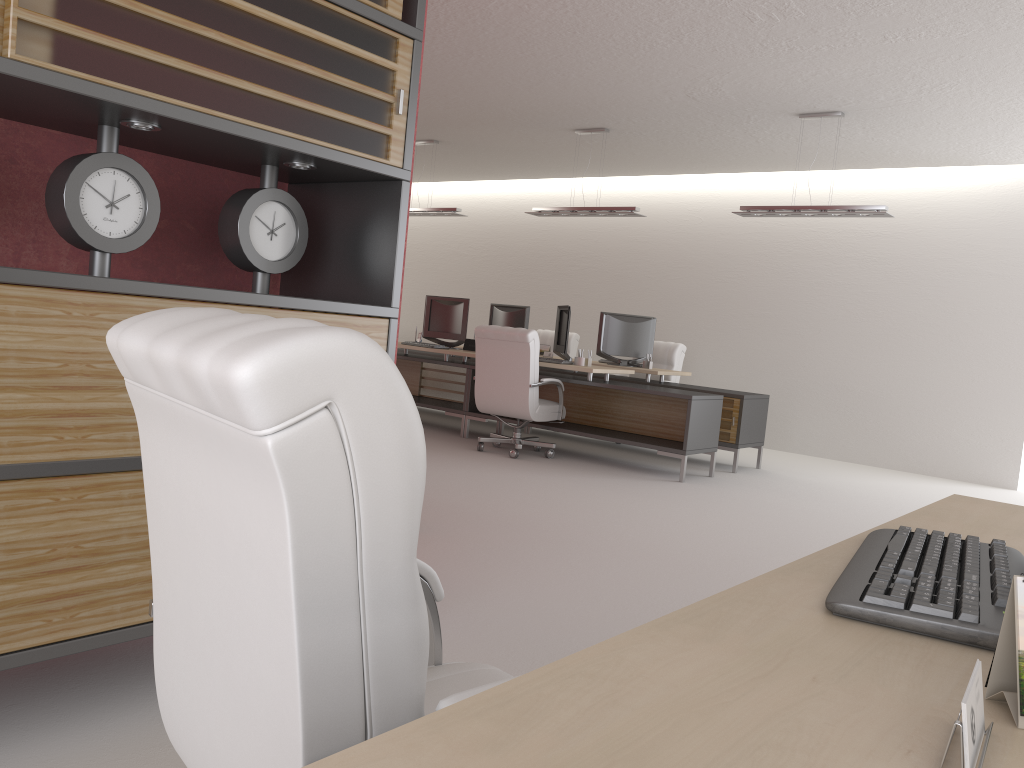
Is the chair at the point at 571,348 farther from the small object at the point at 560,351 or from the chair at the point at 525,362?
the chair at the point at 525,362

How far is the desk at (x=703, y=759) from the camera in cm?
96

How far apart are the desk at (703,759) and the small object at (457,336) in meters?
10.5 m

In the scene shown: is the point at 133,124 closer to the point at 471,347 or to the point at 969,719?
the point at 969,719

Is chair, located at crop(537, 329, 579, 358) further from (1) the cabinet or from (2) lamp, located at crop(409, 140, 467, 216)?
(1) the cabinet

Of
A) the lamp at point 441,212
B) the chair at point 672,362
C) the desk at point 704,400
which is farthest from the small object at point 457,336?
the chair at point 672,362

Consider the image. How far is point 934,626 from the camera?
1.5m

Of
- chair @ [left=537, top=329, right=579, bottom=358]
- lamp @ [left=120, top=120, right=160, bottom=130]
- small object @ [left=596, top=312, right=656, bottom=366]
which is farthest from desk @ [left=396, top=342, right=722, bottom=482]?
lamp @ [left=120, top=120, right=160, bottom=130]

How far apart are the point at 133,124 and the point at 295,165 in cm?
77

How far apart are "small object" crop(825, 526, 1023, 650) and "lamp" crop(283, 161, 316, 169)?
2.9 meters
